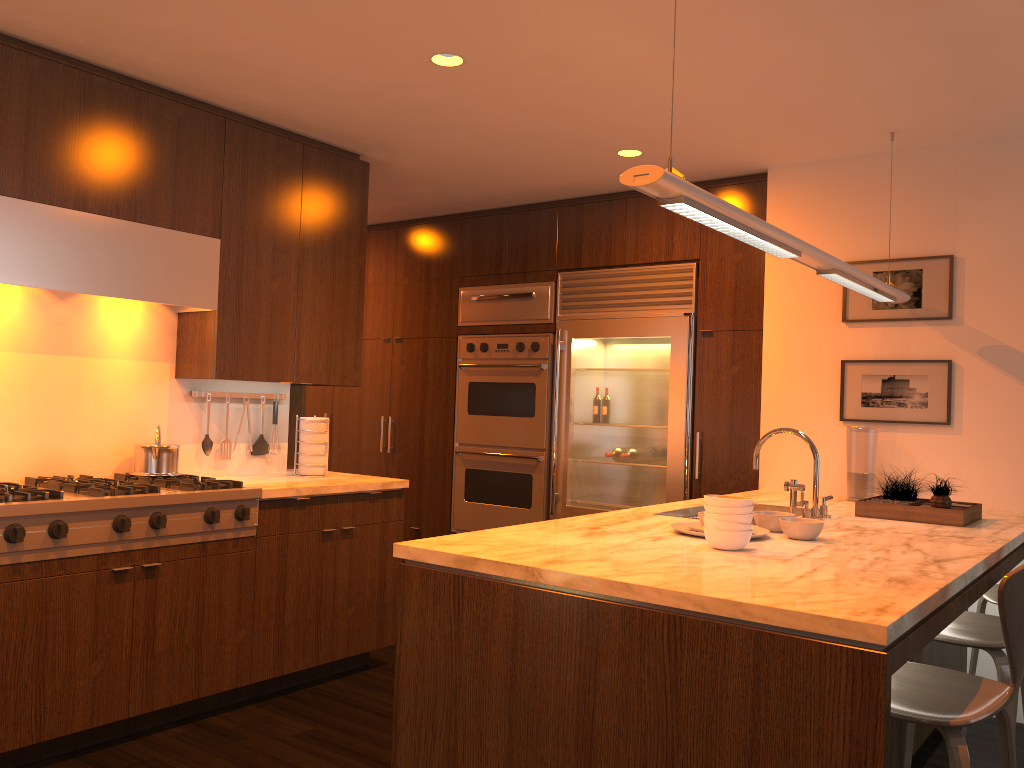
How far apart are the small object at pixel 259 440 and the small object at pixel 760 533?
2.4 meters

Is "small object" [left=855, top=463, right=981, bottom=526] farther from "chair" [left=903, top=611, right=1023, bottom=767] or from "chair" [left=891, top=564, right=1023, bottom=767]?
"chair" [left=891, top=564, right=1023, bottom=767]

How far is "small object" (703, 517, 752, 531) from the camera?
2.5m

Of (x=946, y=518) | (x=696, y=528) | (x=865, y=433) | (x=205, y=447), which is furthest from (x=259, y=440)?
(x=946, y=518)

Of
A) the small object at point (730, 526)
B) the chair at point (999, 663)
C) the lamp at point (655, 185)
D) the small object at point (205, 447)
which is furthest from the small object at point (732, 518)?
the small object at point (205, 447)

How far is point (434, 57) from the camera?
3.4m

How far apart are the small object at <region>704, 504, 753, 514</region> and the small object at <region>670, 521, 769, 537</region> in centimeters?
25cm

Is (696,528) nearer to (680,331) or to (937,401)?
(937,401)

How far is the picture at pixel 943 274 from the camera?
4.10m

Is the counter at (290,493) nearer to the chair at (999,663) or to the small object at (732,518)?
the small object at (732,518)
